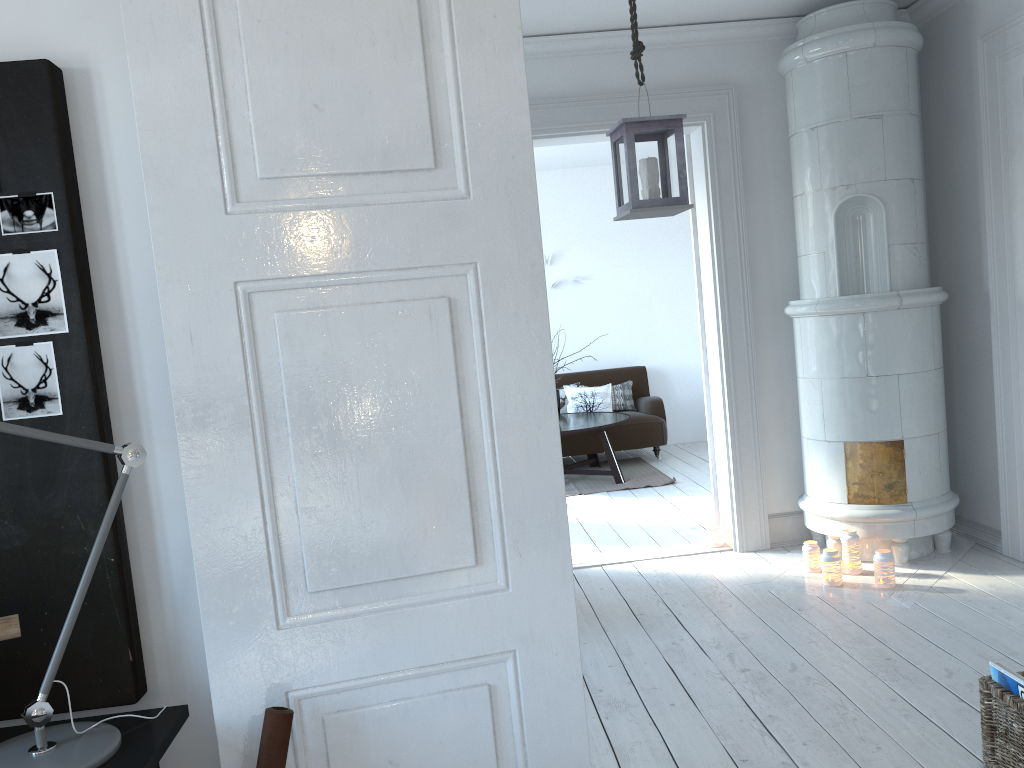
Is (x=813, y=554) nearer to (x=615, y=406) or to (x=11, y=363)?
(x=11, y=363)

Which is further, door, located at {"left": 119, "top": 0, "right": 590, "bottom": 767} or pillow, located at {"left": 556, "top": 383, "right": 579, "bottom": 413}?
pillow, located at {"left": 556, "top": 383, "right": 579, "bottom": 413}

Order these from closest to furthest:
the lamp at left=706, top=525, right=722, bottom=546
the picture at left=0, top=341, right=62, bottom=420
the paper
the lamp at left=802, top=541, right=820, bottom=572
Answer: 1. the paper
2. the picture at left=0, top=341, right=62, bottom=420
3. the lamp at left=802, top=541, right=820, bottom=572
4. the lamp at left=706, top=525, right=722, bottom=546

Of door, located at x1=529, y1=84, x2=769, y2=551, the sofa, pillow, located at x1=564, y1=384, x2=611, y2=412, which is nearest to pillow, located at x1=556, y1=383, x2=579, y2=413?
pillow, located at x1=564, y1=384, x2=611, y2=412

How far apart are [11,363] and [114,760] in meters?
0.7 m

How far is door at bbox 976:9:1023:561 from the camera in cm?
400

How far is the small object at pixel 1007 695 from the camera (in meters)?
2.35

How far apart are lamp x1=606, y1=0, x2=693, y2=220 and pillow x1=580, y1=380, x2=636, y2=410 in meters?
5.2

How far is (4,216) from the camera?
1.6m

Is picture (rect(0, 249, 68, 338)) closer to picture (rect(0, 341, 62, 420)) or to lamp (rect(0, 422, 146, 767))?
picture (rect(0, 341, 62, 420))
